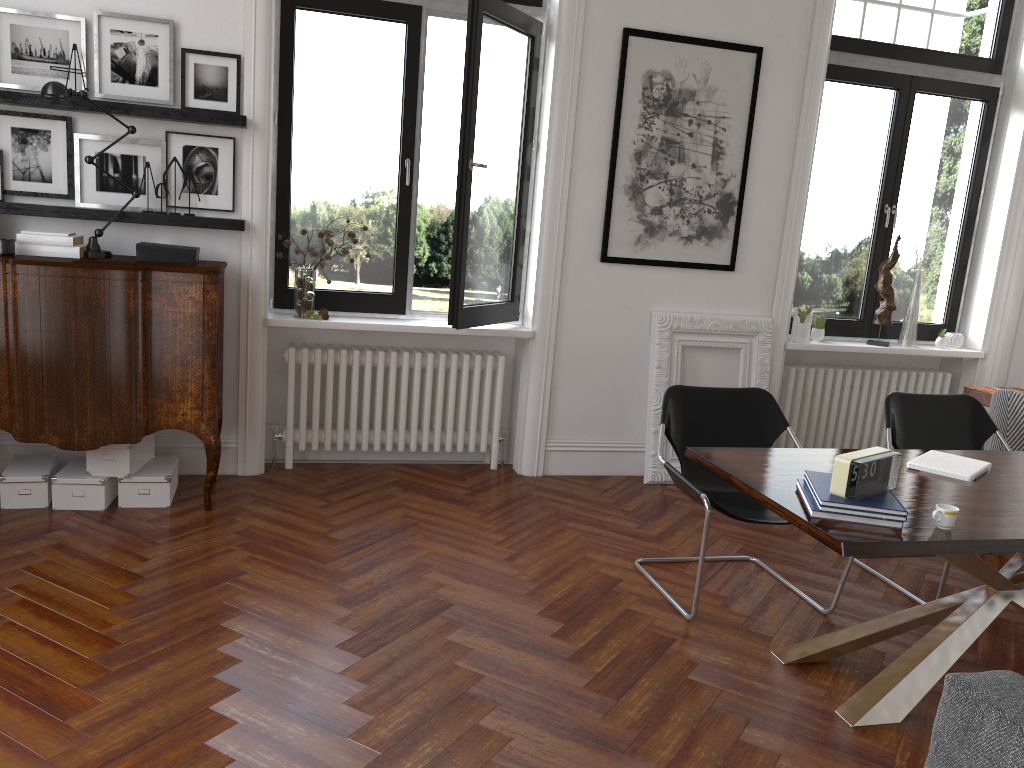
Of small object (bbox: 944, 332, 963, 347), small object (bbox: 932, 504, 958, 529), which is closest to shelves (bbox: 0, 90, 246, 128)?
small object (bbox: 932, 504, 958, 529)

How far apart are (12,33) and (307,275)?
1.8 meters

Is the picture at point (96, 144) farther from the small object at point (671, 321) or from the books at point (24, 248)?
the small object at point (671, 321)

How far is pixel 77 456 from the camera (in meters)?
4.62

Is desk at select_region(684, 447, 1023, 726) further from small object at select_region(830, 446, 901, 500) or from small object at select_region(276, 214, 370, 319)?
small object at select_region(276, 214, 370, 319)

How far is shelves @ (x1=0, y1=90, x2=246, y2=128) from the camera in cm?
426

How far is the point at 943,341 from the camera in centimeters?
614cm

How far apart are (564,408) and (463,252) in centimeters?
123cm

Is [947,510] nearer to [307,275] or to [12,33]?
[307,275]

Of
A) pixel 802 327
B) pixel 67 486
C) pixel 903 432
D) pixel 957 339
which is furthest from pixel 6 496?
pixel 957 339
